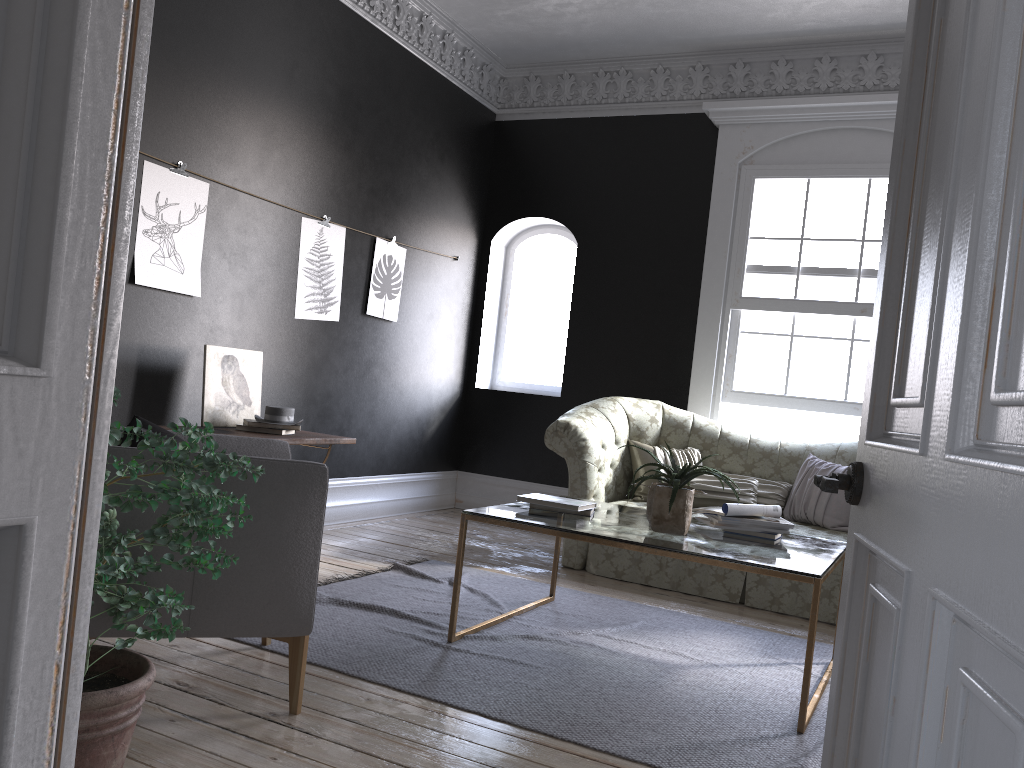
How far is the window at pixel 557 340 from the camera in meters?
7.9

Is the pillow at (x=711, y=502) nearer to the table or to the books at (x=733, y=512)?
the table

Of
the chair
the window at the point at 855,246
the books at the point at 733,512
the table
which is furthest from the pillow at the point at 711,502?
the chair

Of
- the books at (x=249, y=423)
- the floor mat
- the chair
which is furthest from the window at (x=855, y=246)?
the chair

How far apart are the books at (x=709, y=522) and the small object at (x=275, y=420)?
2.3m

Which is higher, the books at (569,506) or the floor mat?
the books at (569,506)

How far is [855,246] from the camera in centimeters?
647cm

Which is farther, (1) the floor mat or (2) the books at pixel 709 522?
(2) the books at pixel 709 522

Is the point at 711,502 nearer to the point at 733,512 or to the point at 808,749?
the point at 733,512

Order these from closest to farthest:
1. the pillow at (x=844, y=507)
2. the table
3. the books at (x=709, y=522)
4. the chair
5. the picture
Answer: the chair → the table → the books at (x=709, y=522) → the picture → the pillow at (x=844, y=507)
